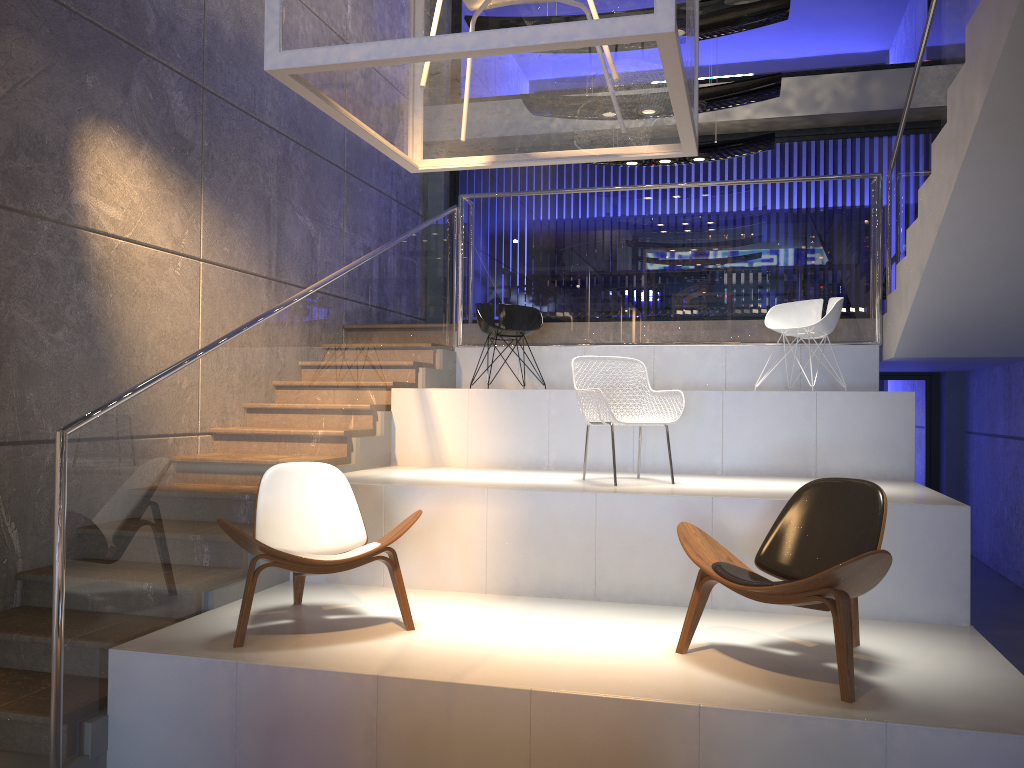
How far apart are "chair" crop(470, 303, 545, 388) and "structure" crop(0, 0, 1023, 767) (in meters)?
0.43

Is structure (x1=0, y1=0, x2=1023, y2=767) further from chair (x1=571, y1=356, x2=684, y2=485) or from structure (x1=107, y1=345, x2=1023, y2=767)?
chair (x1=571, y1=356, x2=684, y2=485)

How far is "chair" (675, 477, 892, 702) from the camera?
3.26m

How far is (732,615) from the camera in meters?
4.5

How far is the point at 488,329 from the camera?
7.25m

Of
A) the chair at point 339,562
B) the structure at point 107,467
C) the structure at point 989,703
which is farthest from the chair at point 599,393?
the structure at point 107,467

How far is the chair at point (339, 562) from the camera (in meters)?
3.90

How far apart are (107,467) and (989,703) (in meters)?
3.59

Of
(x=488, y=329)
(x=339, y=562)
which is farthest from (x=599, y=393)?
(x=488, y=329)

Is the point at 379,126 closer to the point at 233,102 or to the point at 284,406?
the point at 284,406
